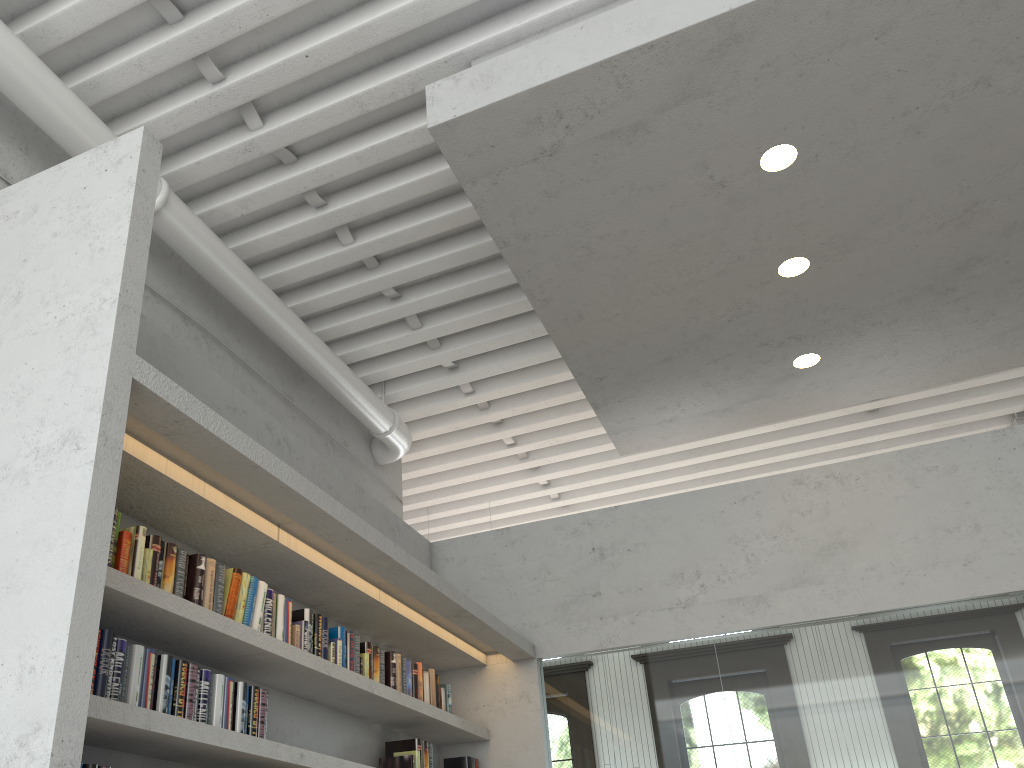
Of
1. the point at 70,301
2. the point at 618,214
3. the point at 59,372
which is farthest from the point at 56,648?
the point at 618,214
